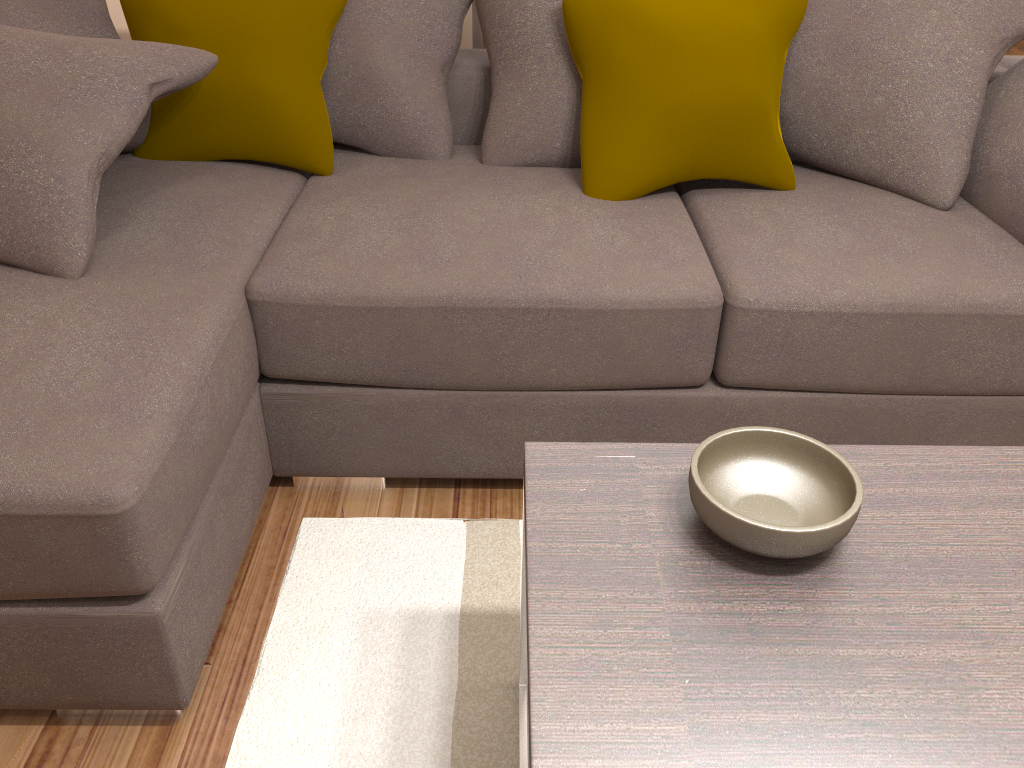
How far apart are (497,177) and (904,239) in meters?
1.0

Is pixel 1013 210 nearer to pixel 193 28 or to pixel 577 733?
pixel 577 733

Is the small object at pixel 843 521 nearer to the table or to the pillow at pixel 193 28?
the table

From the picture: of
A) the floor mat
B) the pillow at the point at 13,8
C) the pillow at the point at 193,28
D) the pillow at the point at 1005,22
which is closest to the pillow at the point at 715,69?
the pillow at the point at 1005,22

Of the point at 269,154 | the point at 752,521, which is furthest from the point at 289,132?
the point at 752,521

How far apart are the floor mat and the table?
0.01m

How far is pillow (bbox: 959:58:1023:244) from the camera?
2.0 meters

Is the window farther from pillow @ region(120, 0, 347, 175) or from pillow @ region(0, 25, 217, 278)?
pillow @ region(0, 25, 217, 278)

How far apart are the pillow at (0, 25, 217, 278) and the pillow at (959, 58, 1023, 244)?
1.82m

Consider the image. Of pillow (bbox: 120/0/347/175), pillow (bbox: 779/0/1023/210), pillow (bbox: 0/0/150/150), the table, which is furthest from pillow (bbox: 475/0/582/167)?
the table
